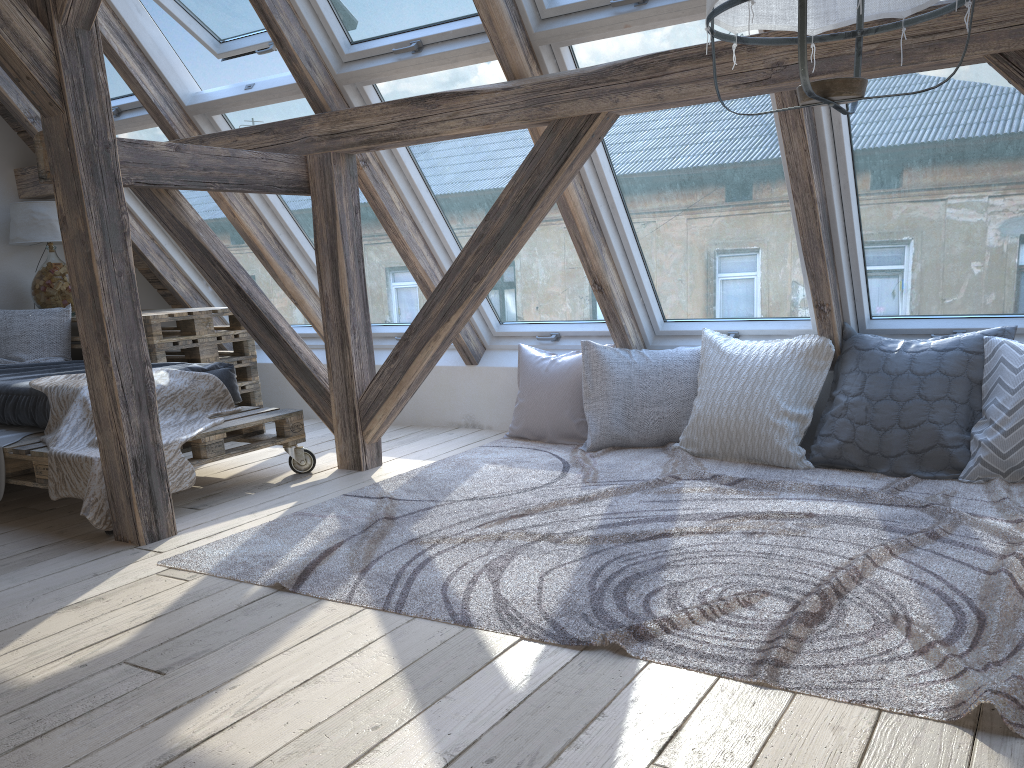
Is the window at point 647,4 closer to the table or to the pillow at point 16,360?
the table

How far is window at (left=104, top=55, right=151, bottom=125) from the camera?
4.4 meters

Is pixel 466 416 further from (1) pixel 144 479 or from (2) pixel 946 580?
(2) pixel 946 580

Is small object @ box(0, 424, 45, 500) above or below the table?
below

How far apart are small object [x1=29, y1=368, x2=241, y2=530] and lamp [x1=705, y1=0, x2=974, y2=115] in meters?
2.4 m

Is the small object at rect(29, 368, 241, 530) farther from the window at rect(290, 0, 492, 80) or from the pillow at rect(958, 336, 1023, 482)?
the pillow at rect(958, 336, 1023, 482)

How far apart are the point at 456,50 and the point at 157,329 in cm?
210

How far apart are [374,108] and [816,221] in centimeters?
177cm

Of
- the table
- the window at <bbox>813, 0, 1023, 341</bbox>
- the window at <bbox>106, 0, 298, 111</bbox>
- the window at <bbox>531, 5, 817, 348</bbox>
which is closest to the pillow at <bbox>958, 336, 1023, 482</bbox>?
the window at <bbox>813, 0, 1023, 341</bbox>

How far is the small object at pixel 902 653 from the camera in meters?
1.8
